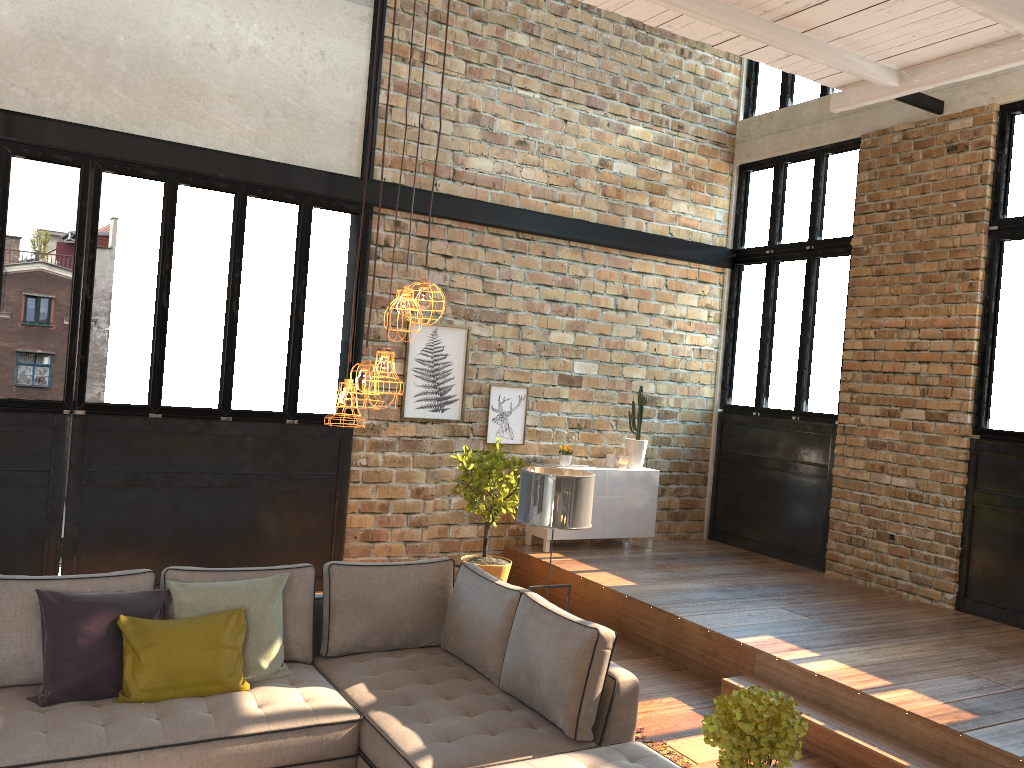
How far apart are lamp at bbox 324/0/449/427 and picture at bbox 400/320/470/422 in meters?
4.7

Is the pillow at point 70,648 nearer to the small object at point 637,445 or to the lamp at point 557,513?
the lamp at point 557,513

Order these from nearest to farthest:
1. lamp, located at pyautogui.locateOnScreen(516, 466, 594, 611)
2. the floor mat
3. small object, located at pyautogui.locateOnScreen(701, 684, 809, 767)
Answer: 1. small object, located at pyautogui.locateOnScreen(701, 684, 809, 767)
2. the floor mat
3. lamp, located at pyautogui.locateOnScreen(516, 466, 594, 611)

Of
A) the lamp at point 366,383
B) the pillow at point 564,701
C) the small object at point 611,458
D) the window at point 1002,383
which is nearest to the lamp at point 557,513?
the pillow at point 564,701

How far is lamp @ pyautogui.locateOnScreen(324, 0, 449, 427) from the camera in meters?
2.9 m

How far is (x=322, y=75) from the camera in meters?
7.4

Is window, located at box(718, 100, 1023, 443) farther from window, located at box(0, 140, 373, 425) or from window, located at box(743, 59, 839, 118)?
window, located at box(0, 140, 373, 425)

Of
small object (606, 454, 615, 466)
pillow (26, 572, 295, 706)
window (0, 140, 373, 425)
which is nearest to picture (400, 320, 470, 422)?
window (0, 140, 373, 425)

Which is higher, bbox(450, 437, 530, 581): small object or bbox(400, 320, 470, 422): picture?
bbox(400, 320, 470, 422): picture

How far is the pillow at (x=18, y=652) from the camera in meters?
3.9
